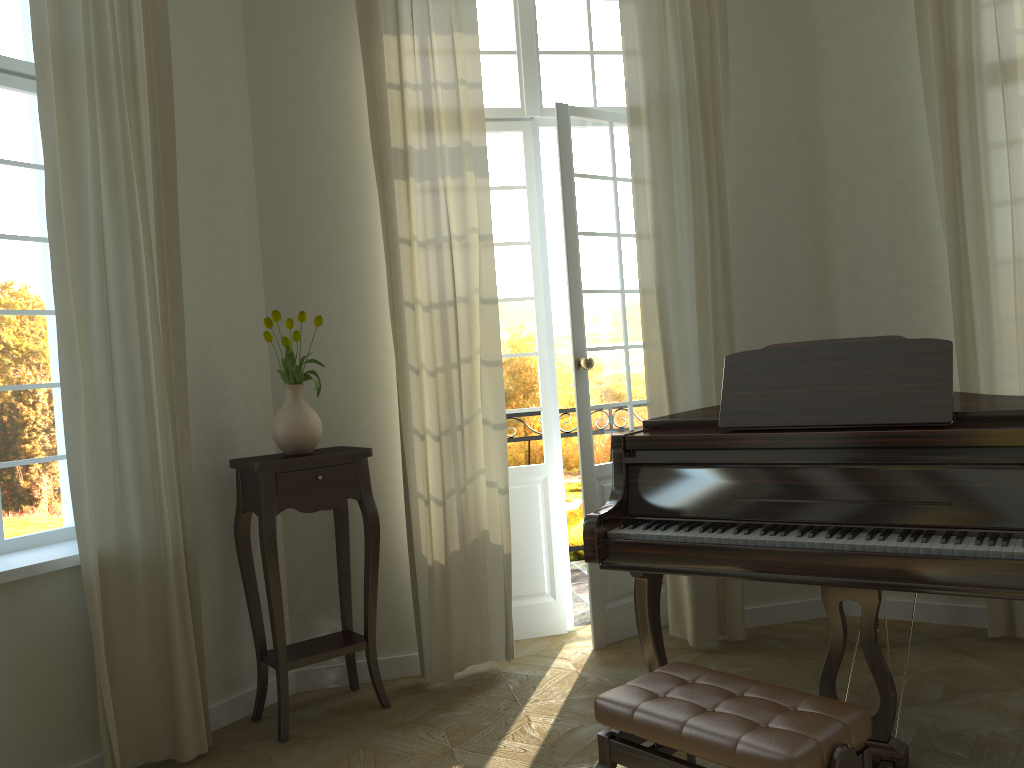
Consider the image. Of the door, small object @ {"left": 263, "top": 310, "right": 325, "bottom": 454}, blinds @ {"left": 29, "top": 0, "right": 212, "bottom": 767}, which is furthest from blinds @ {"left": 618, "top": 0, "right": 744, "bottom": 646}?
blinds @ {"left": 29, "top": 0, "right": 212, "bottom": 767}

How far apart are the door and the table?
0.9 meters

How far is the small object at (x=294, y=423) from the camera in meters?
3.7

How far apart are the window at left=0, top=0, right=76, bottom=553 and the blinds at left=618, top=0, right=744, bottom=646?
2.6m

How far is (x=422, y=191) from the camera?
4.0 meters

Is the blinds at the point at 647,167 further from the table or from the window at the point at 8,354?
the window at the point at 8,354

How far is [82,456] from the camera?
3.1m

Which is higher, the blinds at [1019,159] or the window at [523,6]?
the window at [523,6]

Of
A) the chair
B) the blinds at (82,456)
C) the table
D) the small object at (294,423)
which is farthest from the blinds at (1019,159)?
the blinds at (82,456)

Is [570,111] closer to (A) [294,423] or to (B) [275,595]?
(A) [294,423]
